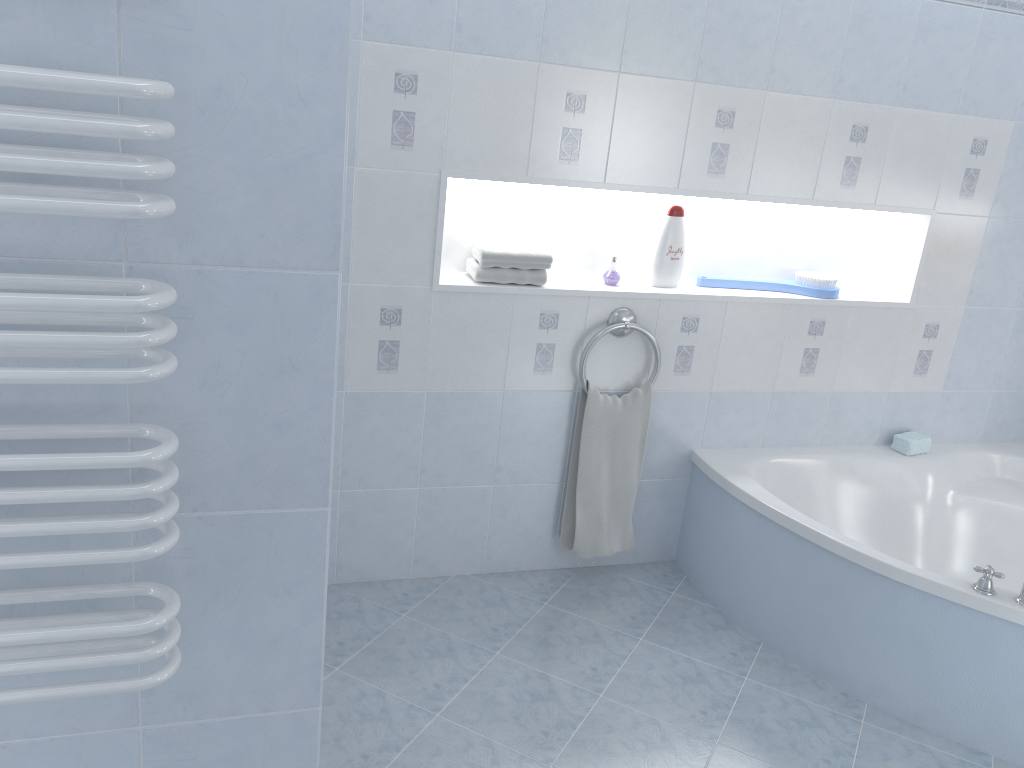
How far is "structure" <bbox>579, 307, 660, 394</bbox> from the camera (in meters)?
2.84

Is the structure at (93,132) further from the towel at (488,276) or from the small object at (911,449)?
the small object at (911,449)

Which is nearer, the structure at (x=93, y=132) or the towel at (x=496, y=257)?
the structure at (x=93, y=132)

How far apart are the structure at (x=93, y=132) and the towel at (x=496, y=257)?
1.7m

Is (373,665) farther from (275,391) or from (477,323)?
(275,391)

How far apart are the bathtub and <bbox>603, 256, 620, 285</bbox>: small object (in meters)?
0.69

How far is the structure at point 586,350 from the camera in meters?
2.8

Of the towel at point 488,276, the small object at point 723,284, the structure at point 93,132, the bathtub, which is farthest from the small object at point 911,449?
the structure at point 93,132

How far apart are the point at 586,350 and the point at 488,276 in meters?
0.4

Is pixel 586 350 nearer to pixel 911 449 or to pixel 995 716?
pixel 911 449
